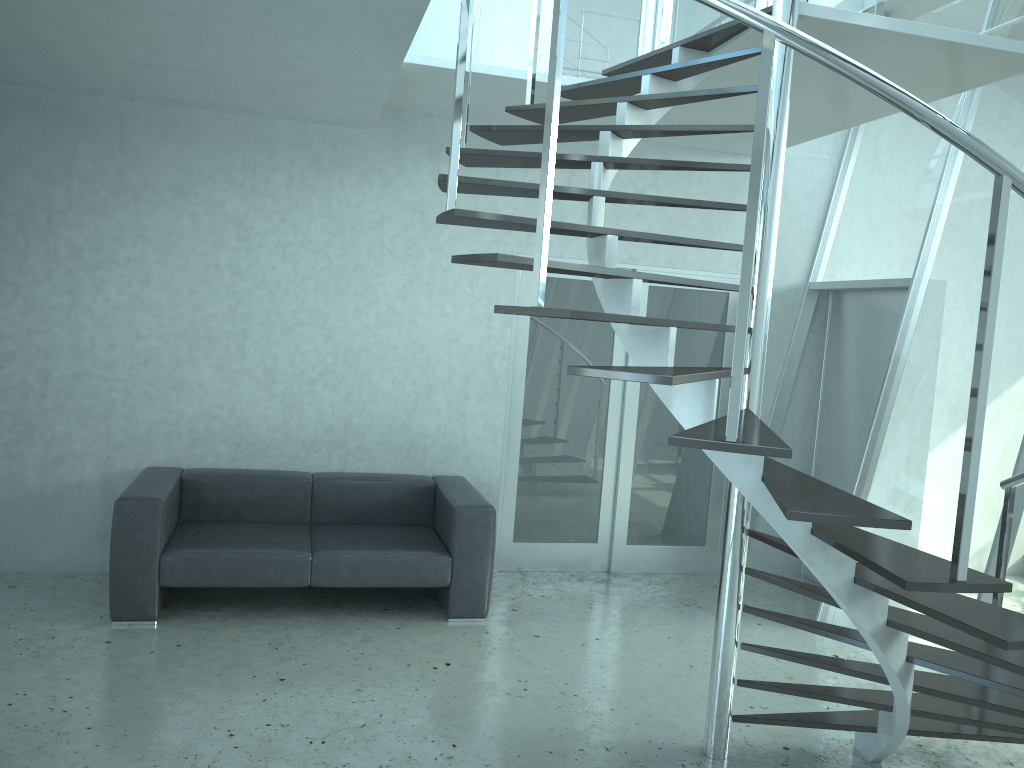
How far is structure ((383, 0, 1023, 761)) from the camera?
2.27m

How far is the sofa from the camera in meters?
4.5

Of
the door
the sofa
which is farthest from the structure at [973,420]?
the sofa

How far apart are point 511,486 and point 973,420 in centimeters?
392cm

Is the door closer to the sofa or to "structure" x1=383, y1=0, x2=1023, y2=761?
the sofa

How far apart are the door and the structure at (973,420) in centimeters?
96cm

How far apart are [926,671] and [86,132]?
5.40m

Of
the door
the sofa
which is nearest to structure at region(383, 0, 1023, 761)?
the door

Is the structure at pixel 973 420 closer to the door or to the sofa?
the door

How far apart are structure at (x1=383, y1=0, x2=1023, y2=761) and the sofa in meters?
1.7
